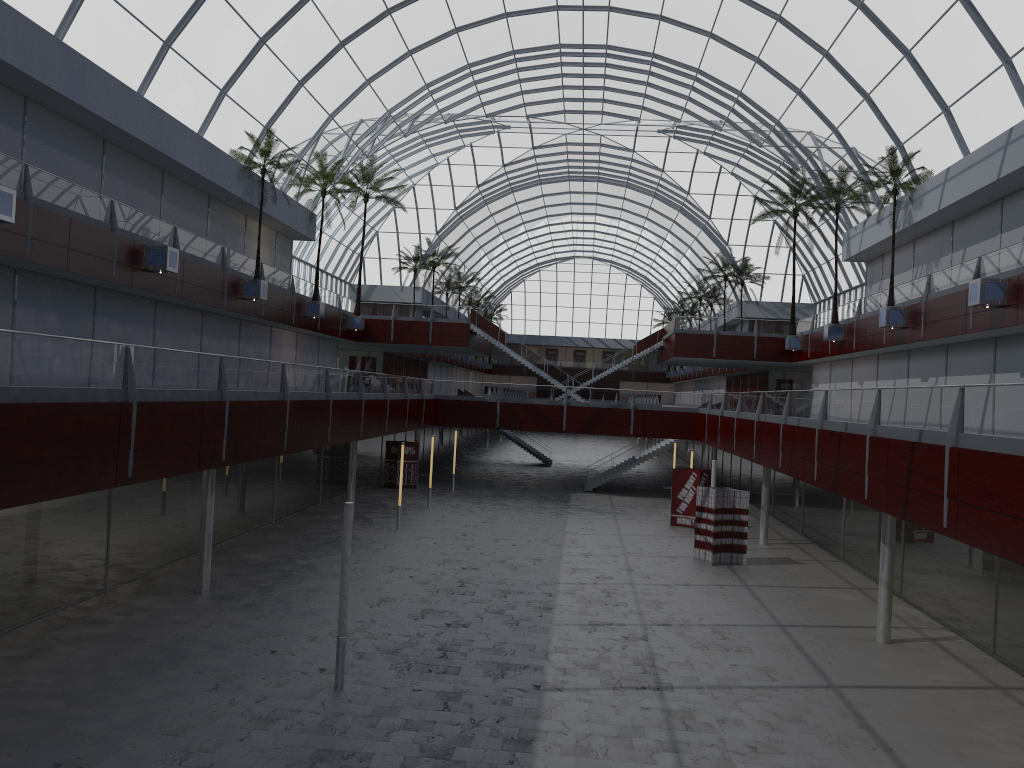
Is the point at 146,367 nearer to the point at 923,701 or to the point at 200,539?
the point at 200,539
